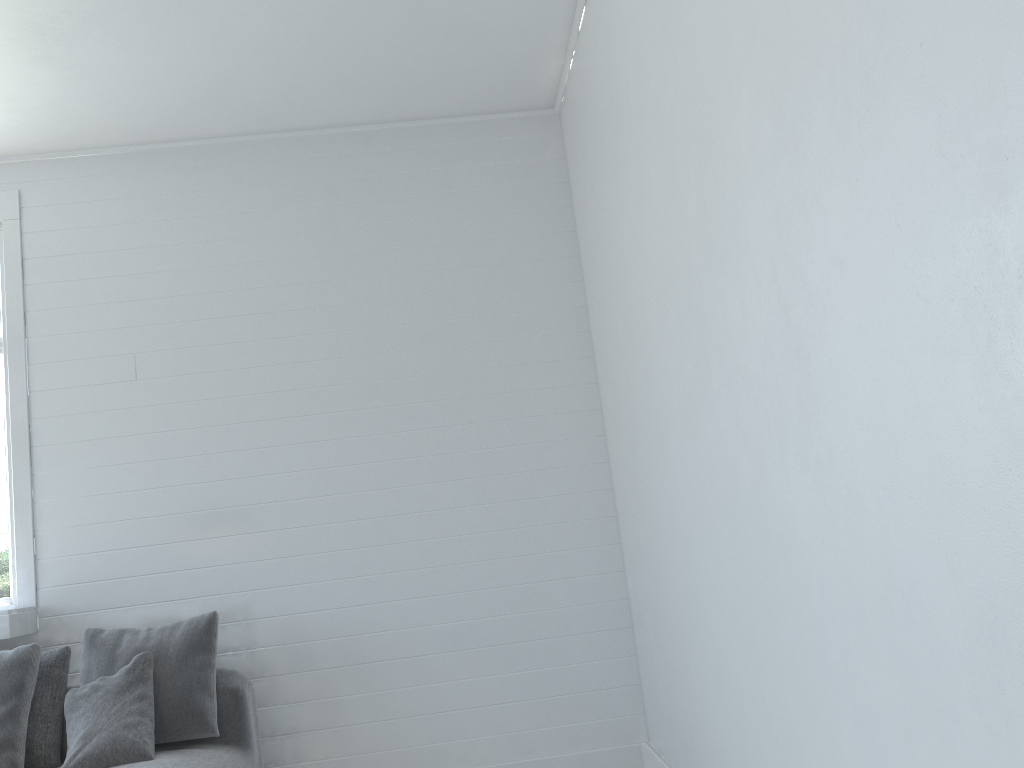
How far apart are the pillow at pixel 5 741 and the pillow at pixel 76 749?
0.18m

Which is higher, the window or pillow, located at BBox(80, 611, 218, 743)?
the window

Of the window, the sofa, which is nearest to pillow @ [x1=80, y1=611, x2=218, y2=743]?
the sofa

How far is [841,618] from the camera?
2.1 meters

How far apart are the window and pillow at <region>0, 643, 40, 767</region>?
0.3m

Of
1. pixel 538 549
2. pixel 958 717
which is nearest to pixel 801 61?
pixel 958 717

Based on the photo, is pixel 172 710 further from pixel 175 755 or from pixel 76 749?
pixel 76 749

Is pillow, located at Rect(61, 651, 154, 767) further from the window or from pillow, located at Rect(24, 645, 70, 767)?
the window

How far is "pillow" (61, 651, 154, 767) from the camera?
3.63m

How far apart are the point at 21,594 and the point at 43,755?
1.0 meters
